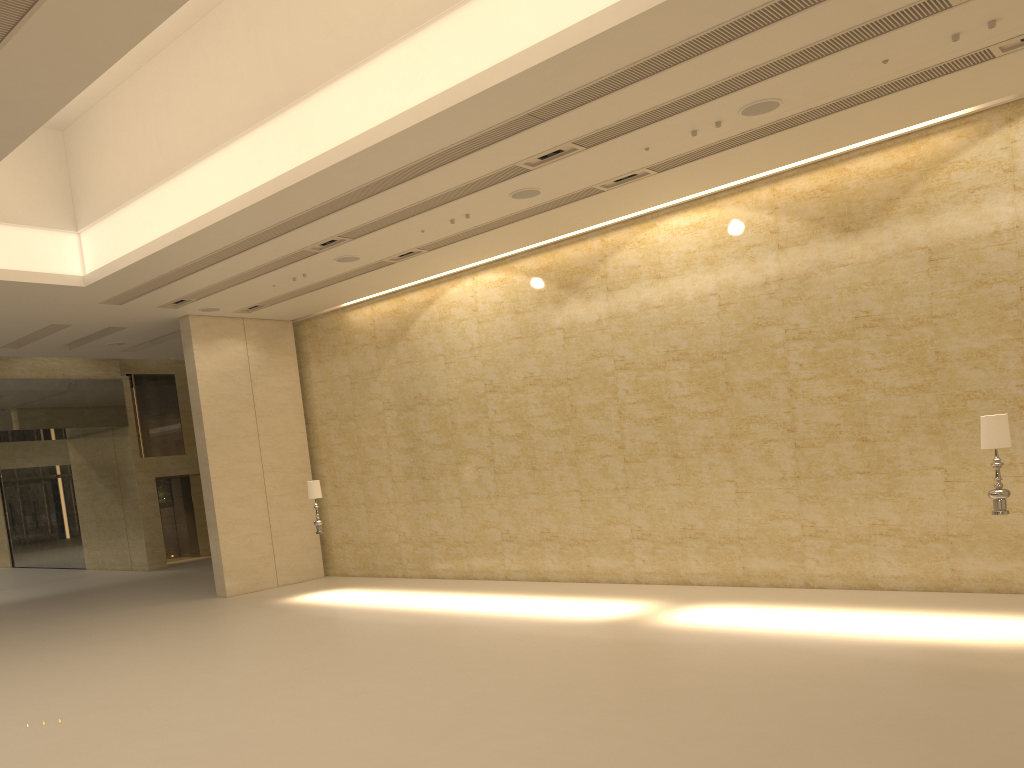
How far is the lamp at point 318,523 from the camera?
16.3m

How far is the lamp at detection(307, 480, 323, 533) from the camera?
16.3m

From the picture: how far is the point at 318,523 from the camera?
16.3 meters

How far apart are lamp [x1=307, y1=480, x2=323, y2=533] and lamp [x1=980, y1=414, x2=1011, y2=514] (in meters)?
11.23

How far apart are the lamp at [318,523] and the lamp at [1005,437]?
11.2 meters

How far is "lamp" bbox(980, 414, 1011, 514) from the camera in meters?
9.3

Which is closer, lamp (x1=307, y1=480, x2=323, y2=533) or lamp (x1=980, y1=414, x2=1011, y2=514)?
lamp (x1=980, y1=414, x2=1011, y2=514)
